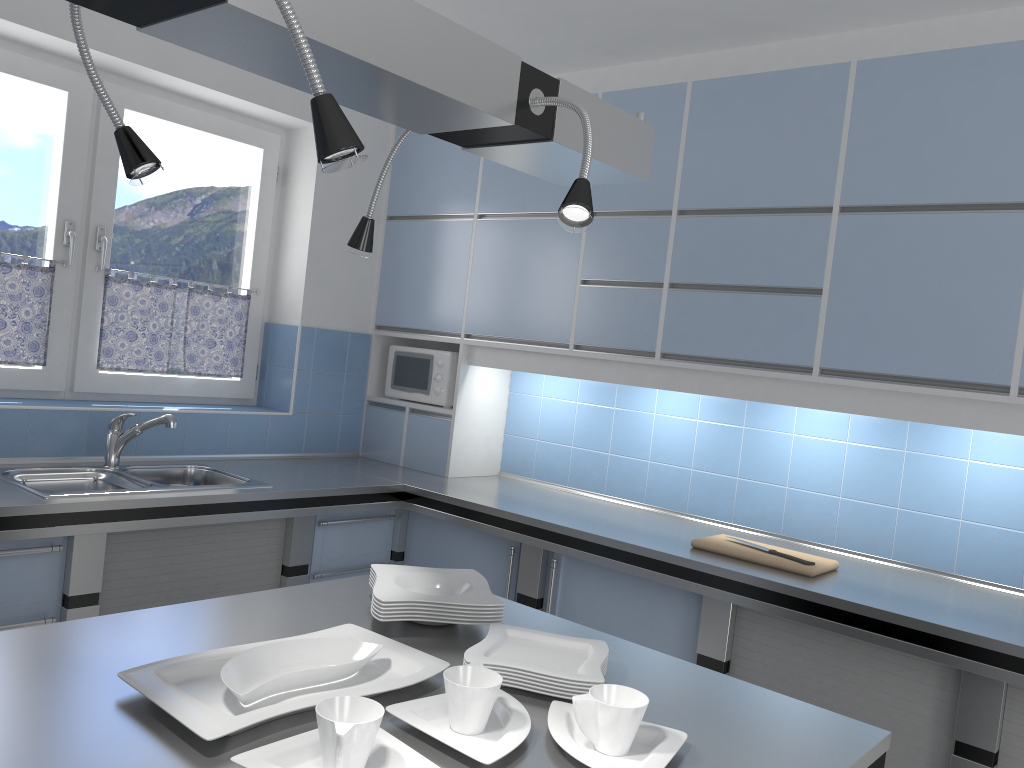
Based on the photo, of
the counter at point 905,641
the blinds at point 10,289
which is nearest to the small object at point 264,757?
the counter at point 905,641

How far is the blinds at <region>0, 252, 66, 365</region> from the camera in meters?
3.3

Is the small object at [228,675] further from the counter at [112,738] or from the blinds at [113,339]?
the blinds at [113,339]

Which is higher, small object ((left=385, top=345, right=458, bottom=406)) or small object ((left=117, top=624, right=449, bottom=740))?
small object ((left=385, top=345, right=458, bottom=406))

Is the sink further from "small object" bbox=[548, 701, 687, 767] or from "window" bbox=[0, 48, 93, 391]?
"small object" bbox=[548, 701, 687, 767]

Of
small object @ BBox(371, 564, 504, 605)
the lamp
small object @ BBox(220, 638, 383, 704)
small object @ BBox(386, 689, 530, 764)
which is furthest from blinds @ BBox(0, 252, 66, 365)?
small object @ BBox(386, 689, 530, 764)

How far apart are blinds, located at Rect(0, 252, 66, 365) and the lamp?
2.2 meters

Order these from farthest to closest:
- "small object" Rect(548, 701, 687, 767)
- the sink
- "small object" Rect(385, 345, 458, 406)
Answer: "small object" Rect(385, 345, 458, 406), the sink, "small object" Rect(548, 701, 687, 767)

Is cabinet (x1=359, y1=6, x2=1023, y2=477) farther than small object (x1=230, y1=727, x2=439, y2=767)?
Yes

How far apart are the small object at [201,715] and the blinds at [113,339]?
2.3 meters
